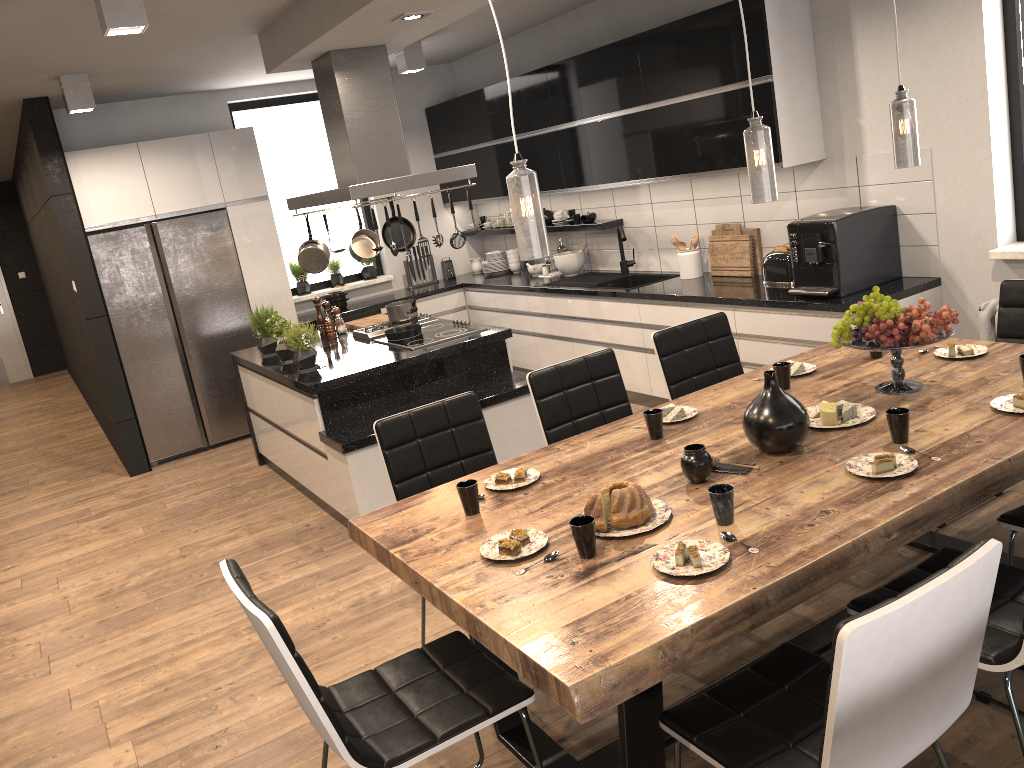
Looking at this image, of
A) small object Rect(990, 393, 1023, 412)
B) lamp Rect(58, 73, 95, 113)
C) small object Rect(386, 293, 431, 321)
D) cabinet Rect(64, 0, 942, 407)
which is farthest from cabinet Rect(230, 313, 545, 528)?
small object Rect(990, 393, 1023, 412)

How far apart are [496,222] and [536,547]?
6.0m

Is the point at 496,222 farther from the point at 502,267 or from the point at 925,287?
the point at 925,287

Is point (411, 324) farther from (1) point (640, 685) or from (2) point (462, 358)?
(1) point (640, 685)

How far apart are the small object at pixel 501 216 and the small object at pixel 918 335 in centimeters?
514cm

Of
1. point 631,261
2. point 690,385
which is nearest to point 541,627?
point 690,385

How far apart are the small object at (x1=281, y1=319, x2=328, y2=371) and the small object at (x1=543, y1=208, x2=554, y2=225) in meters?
2.8 m

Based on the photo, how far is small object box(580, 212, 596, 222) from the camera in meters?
6.7

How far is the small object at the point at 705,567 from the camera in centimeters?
205cm

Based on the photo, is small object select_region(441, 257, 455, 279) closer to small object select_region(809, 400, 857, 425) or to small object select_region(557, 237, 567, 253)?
small object select_region(557, 237, 567, 253)
